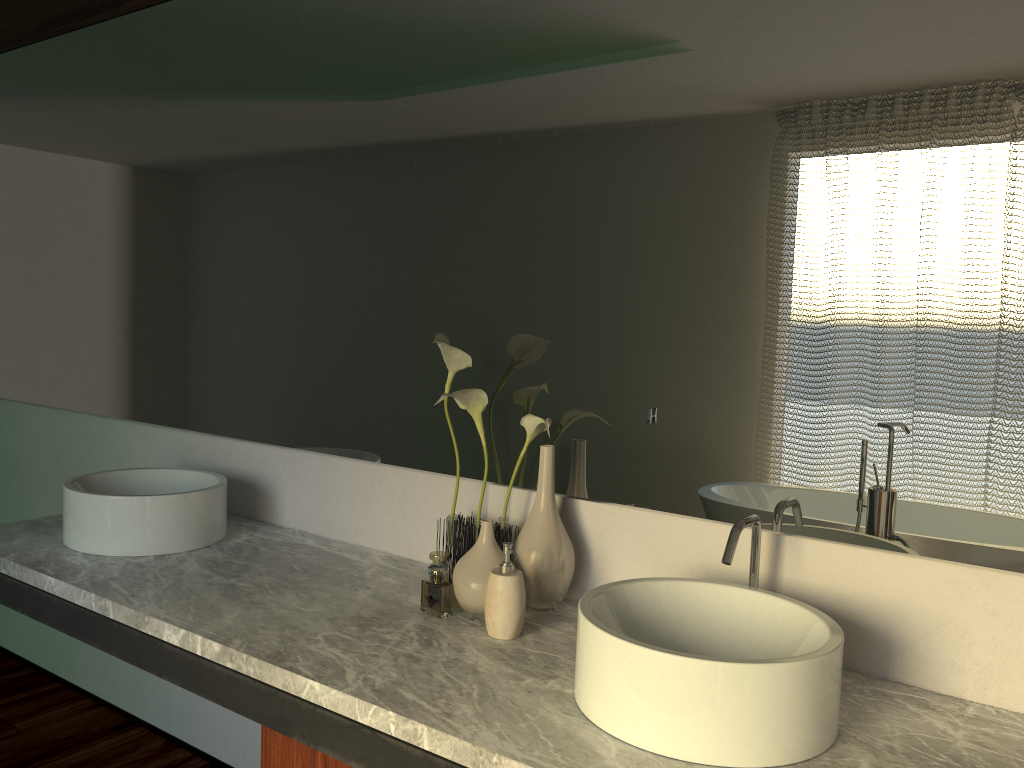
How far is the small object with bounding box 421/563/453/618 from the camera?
4.0 meters

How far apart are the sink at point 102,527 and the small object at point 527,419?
0.6m

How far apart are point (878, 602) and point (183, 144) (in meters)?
1.97

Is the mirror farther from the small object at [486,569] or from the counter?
the counter

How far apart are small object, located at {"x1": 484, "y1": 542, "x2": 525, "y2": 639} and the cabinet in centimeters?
31cm

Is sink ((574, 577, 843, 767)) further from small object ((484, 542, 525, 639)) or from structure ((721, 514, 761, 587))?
small object ((484, 542, 525, 639))

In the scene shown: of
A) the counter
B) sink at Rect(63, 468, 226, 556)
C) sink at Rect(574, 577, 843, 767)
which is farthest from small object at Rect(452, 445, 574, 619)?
sink at Rect(63, 468, 226, 556)

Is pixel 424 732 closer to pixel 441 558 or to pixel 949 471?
pixel 441 558

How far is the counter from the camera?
1.2m

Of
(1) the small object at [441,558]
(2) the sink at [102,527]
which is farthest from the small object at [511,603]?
(2) the sink at [102,527]
